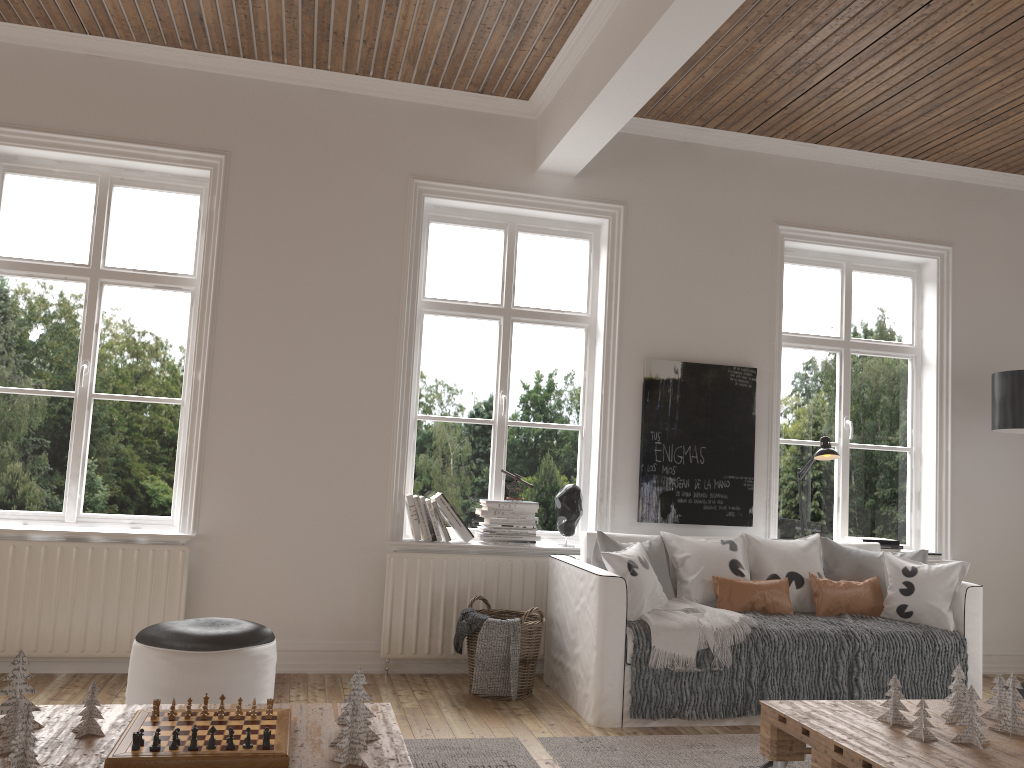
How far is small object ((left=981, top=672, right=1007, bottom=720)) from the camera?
3.04m

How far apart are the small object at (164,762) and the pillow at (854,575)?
3.07m

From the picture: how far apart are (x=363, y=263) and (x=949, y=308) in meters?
3.6 m

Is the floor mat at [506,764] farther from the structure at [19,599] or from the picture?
the picture

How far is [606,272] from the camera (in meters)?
5.03

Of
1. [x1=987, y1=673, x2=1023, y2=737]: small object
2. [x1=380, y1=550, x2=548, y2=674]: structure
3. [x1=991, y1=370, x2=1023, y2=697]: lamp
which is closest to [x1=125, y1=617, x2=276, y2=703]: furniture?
[x1=380, y1=550, x2=548, y2=674]: structure

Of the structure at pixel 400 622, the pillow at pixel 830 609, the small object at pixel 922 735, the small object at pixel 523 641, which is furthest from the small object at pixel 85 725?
the pillow at pixel 830 609

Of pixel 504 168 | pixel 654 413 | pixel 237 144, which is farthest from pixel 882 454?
pixel 237 144

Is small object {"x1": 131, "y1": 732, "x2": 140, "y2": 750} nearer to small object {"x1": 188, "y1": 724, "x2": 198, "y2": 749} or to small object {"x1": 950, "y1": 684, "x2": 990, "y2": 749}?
small object {"x1": 188, "y1": 724, "x2": 198, "y2": 749}

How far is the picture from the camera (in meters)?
4.92
